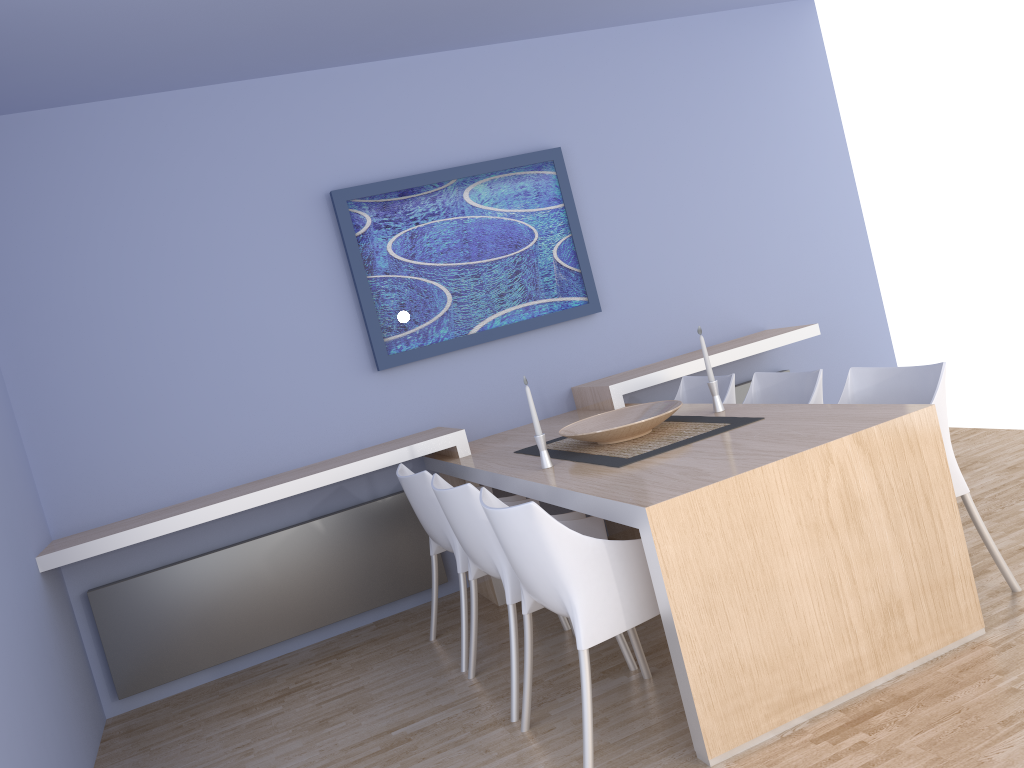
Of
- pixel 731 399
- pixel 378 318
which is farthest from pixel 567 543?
pixel 378 318

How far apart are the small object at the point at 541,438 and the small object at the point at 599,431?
0.1 meters

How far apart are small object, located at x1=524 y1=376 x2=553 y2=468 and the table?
0.0m

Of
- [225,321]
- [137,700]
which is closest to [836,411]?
[225,321]

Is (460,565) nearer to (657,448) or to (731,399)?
(657,448)

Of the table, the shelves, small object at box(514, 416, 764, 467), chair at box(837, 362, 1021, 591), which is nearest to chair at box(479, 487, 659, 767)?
the table

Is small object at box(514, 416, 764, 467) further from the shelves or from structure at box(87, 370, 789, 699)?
structure at box(87, 370, 789, 699)

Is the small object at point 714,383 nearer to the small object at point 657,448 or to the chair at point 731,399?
the small object at point 657,448

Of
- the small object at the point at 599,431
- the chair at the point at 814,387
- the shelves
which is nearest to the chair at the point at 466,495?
the small object at the point at 599,431

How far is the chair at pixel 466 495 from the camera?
2.9m
